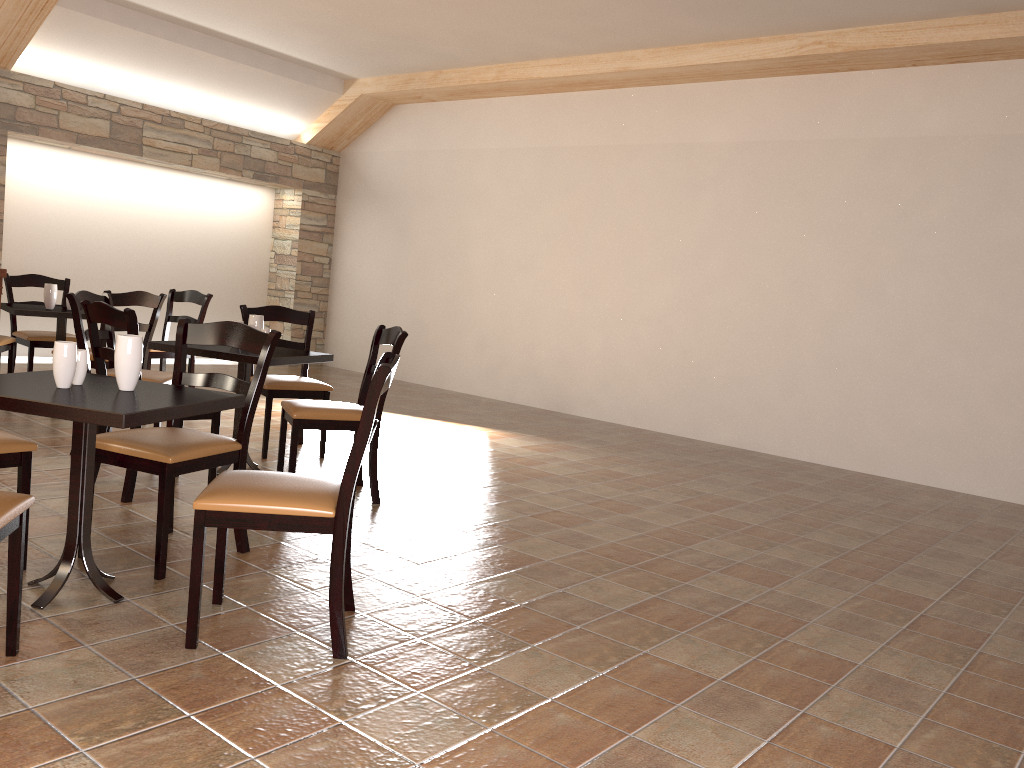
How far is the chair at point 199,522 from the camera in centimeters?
242cm

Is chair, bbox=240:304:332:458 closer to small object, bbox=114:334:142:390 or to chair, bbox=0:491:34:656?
small object, bbox=114:334:142:390

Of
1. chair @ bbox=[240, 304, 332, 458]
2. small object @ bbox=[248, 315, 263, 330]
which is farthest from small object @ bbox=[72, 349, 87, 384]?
chair @ bbox=[240, 304, 332, 458]

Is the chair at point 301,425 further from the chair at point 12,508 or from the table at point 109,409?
the chair at point 12,508

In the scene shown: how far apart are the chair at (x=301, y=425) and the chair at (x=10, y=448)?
1.3m

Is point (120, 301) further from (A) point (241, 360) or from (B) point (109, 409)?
(B) point (109, 409)

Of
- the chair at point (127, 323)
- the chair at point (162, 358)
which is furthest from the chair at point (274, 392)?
the chair at point (162, 358)

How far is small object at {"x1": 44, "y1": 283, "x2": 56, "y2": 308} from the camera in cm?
596

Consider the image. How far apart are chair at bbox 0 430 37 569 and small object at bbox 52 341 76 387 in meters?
0.4 m

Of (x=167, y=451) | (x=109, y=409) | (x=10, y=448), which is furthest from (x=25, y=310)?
(x=109, y=409)
